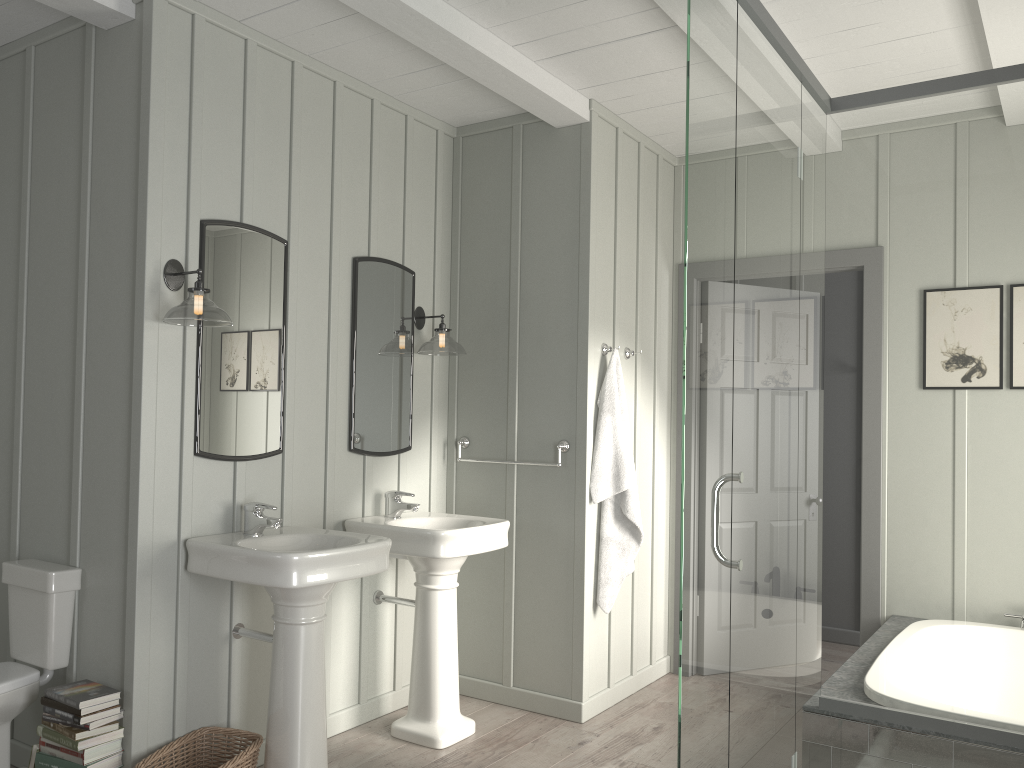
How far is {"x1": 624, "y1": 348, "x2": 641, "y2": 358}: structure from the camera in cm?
433

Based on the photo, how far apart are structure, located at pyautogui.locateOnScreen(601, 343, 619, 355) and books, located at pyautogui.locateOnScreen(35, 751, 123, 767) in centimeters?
262cm

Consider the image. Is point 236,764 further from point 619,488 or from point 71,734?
point 619,488

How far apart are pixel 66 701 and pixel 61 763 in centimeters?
20cm

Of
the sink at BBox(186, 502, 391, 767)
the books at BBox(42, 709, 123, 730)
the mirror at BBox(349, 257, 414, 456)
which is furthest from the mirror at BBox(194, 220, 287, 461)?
the books at BBox(42, 709, 123, 730)

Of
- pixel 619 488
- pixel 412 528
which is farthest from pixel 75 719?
pixel 619 488

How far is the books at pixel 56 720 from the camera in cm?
277

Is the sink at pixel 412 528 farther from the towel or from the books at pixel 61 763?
the books at pixel 61 763

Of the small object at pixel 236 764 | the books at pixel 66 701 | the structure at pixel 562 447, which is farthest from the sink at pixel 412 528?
the books at pixel 66 701

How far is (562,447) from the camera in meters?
4.0 m
